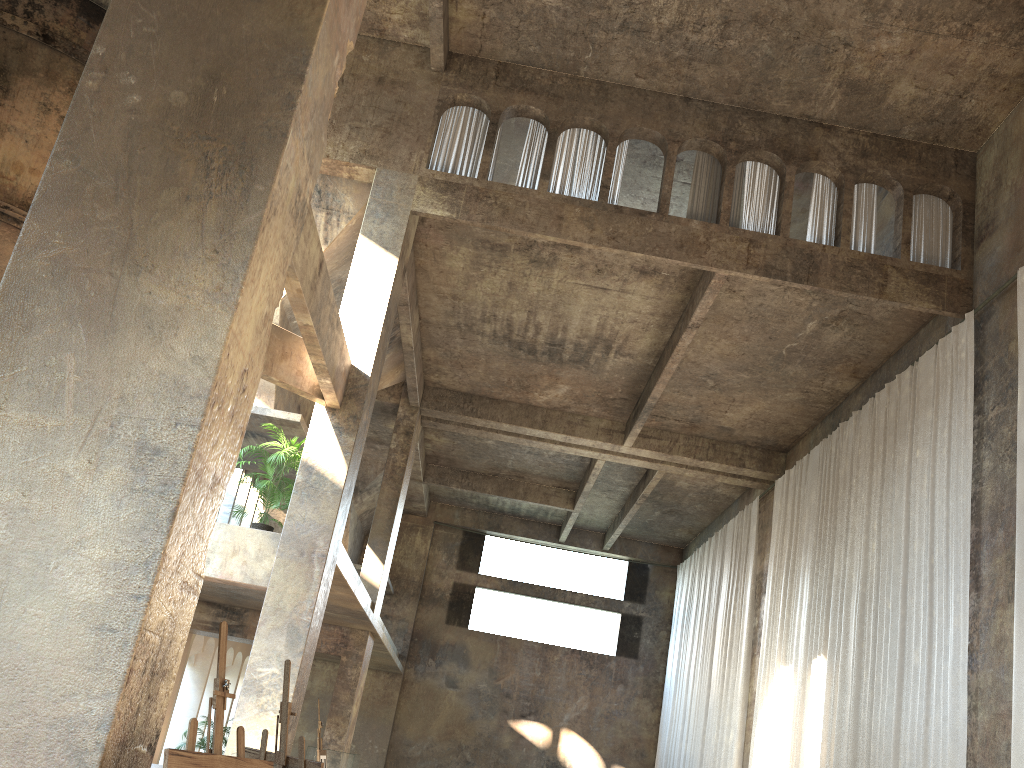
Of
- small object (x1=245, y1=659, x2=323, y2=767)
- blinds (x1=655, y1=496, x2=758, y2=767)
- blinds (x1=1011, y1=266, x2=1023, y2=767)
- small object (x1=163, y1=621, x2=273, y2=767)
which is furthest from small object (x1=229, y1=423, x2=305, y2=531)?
blinds (x1=655, y1=496, x2=758, y2=767)

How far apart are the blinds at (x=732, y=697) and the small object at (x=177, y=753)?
16.1m

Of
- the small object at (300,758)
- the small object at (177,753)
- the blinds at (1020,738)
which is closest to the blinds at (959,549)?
the blinds at (1020,738)

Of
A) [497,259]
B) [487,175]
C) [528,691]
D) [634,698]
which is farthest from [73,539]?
[634,698]

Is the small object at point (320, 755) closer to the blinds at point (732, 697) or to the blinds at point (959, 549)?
the blinds at point (959, 549)

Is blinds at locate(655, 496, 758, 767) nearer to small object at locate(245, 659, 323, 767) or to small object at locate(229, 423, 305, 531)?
small object at locate(229, 423, 305, 531)

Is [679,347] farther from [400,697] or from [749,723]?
[400,697]

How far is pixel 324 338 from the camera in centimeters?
987cm

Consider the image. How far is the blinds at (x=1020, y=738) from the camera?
8.98m

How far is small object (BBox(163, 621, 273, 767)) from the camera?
3.46m
